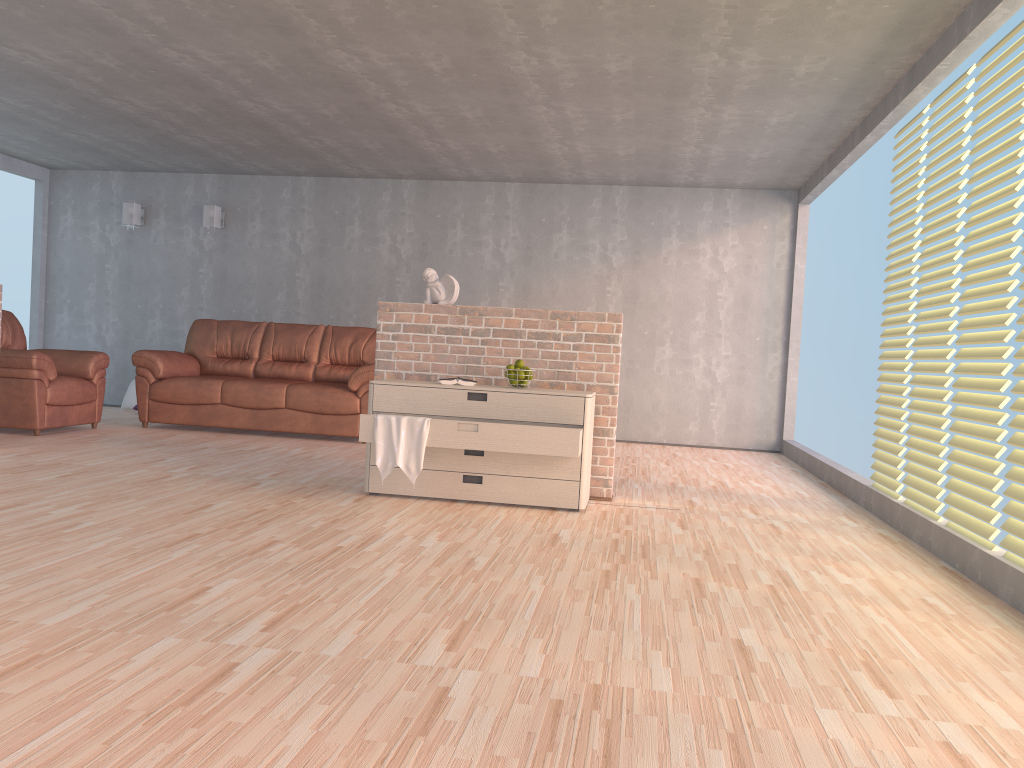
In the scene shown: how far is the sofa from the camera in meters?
7.2 m

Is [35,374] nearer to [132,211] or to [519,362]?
[132,211]

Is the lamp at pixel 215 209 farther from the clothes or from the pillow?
the clothes

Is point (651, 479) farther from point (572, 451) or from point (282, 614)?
point (282, 614)

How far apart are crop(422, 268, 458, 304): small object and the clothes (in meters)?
0.96

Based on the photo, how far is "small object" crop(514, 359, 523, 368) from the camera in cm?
480

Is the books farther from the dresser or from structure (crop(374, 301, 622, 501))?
structure (crop(374, 301, 622, 501))

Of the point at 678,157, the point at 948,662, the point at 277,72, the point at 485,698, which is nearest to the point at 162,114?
the point at 277,72

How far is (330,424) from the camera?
7.2 meters

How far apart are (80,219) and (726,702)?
9.2m
